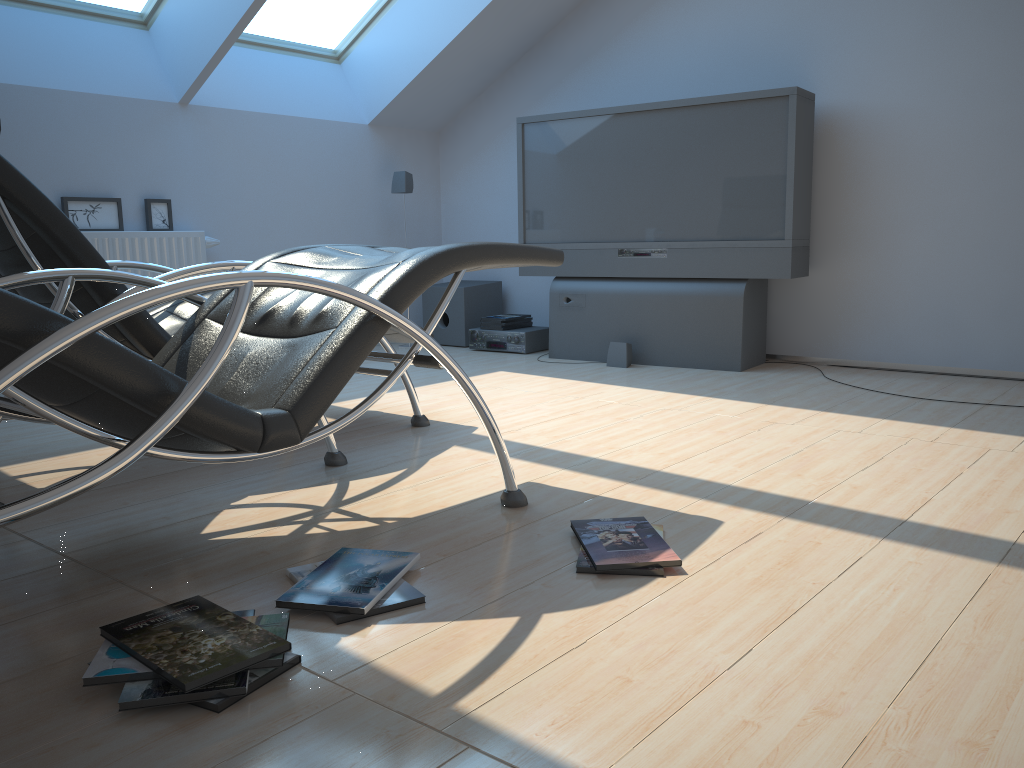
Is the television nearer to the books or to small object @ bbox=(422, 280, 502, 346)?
the books

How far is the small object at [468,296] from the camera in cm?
598

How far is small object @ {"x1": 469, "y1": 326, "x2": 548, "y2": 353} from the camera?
5.6 meters

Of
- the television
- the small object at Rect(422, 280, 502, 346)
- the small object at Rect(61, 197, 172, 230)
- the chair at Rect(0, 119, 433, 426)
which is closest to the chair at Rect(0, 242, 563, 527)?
the chair at Rect(0, 119, 433, 426)

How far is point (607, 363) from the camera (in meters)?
5.02

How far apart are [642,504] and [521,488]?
0.4 meters

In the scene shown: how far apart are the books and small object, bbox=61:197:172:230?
2.0m

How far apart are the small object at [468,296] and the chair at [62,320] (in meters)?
3.14

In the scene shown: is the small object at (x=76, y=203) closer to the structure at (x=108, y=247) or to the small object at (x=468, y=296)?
the structure at (x=108, y=247)

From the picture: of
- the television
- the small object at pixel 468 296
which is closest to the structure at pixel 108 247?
the small object at pixel 468 296
